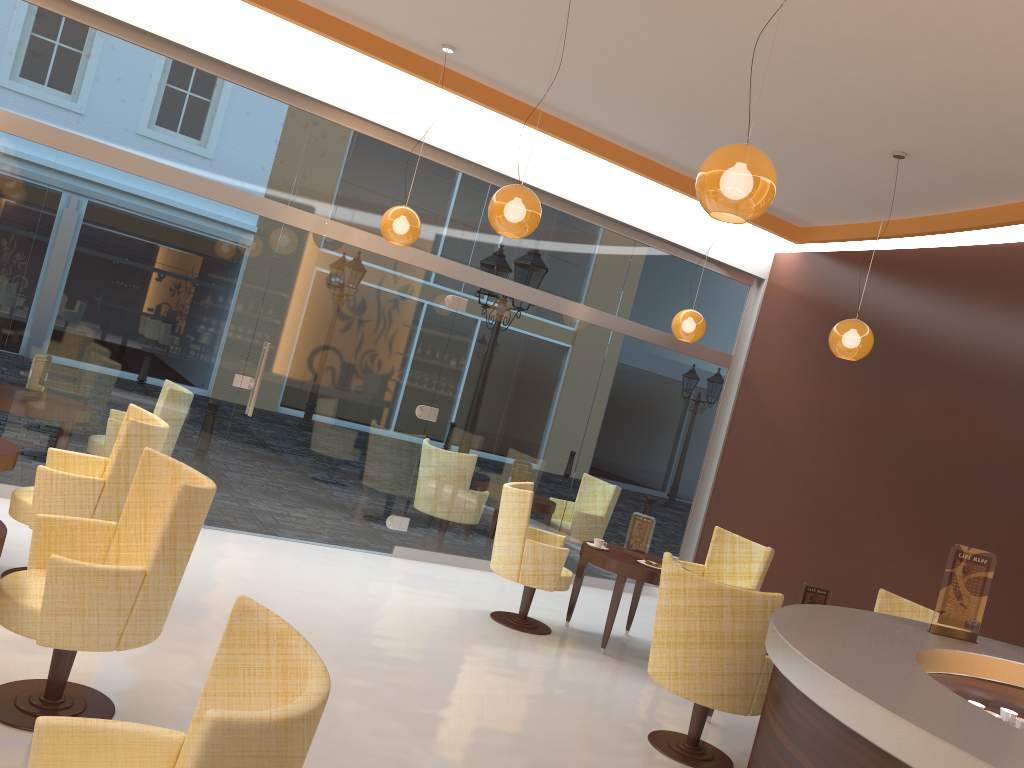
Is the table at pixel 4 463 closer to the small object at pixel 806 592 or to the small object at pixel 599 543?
the small object at pixel 599 543

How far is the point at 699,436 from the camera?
9.2 meters

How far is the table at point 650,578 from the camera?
6.4 meters

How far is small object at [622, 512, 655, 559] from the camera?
6.8 meters

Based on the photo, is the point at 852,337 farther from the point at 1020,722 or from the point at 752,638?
the point at 1020,722

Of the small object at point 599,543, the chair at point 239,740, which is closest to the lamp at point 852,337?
the small object at point 599,543

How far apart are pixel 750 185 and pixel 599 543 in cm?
406

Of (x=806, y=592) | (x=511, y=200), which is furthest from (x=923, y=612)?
(x=511, y=200)

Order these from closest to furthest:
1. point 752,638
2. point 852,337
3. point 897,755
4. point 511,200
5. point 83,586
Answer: point 897,755 < point 83,586 < point 752,638 < point 511,200 < point 852,337

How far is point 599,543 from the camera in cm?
676
